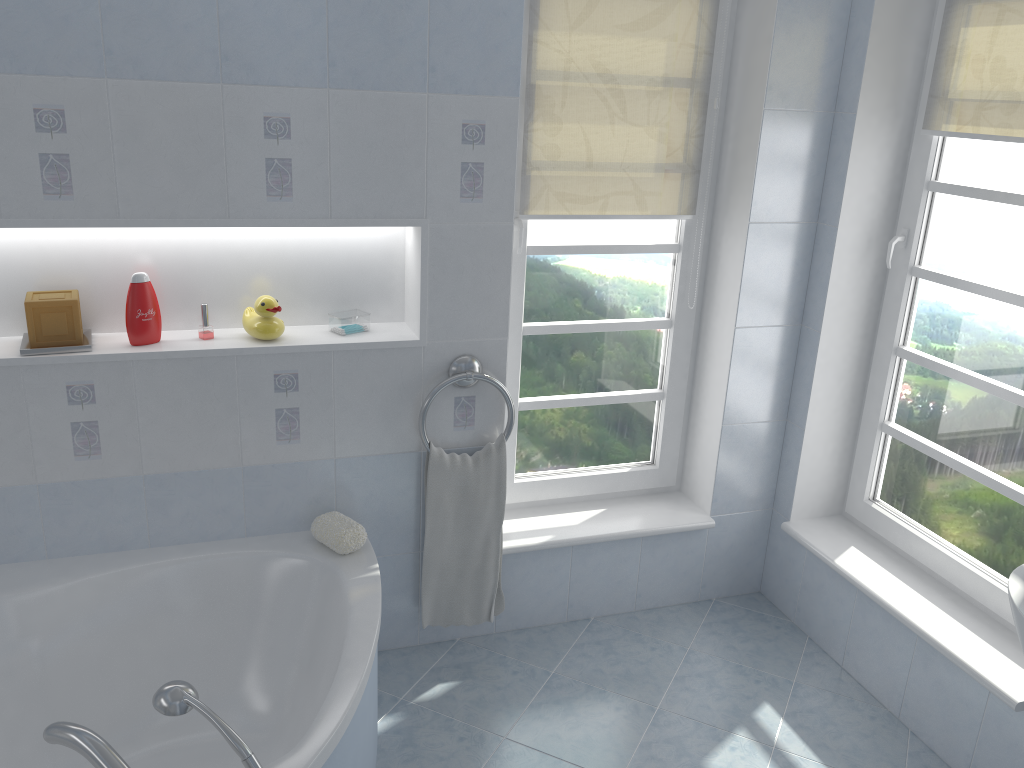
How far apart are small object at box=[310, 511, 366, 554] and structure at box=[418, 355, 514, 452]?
0.3m

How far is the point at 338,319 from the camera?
2.5m

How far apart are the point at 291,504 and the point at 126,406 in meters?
0.5

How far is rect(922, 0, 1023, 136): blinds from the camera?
2.3 meters

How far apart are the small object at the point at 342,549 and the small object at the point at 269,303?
0.5m

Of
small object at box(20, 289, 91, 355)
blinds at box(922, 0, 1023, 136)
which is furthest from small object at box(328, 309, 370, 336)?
blinds at box(922, 0, 1023, 136)

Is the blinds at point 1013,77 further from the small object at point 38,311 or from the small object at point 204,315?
the small object at point 38,311

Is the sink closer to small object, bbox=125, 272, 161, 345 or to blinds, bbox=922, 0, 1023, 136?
blinds, bbox=922, 0, 1023, 136

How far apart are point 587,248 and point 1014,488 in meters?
1.4

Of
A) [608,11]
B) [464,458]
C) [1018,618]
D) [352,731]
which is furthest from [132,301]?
[1018,618]
